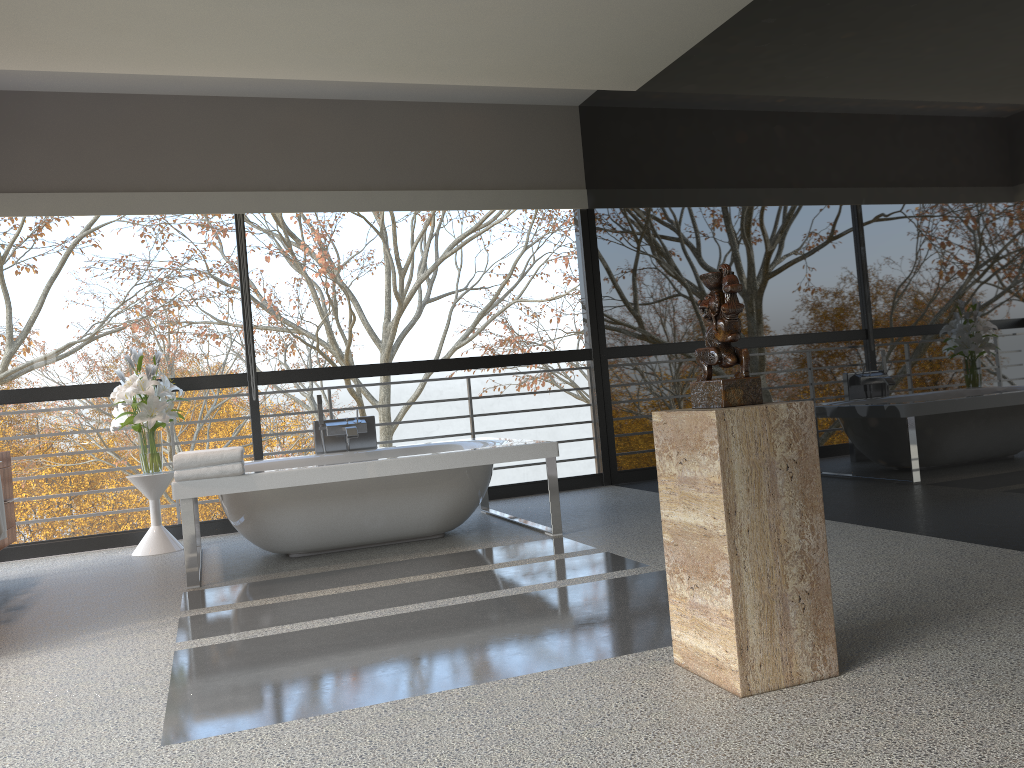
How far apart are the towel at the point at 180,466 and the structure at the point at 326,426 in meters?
1.2

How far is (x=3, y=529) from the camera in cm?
393

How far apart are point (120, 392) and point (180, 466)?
1.4m

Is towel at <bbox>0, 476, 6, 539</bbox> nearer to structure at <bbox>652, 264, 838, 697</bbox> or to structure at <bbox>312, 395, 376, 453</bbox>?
structure at <bbox>312, 395, 376, 453</bbox>

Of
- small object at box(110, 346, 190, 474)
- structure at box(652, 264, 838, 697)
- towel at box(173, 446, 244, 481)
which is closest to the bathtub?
towel at box(173, 446, 244, 481)

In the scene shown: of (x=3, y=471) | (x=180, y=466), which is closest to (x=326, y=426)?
(x=180, y=466)

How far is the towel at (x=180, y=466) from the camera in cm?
416

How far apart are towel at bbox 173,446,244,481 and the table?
1.3 meters

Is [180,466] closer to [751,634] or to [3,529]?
→ [3,529]

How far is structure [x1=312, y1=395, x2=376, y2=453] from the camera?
5.7 meters
